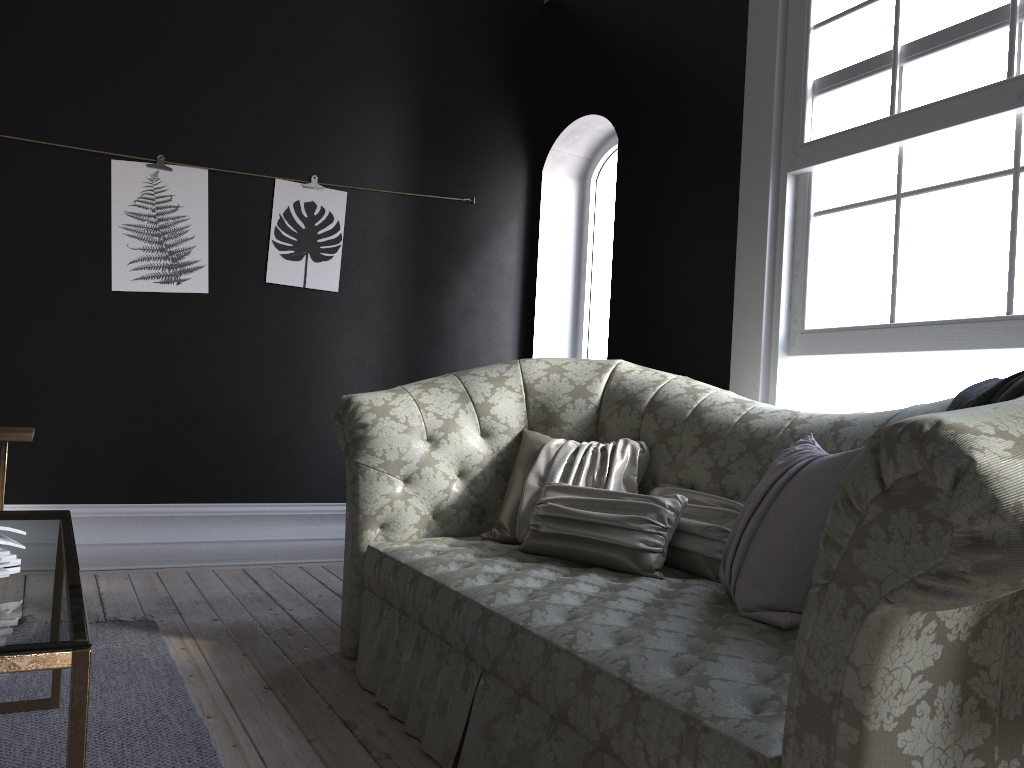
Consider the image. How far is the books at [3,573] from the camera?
1.46m

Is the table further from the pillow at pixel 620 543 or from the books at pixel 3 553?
the pillow at pixel 620 543

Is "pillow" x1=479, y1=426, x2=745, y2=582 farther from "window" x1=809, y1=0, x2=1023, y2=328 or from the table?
the table

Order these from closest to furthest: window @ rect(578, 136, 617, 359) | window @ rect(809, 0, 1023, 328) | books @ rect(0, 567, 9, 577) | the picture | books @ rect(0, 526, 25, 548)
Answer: books @ rect(0, 567, 9, 577)
books @ rect(0, 526, 25, 548)
window @ rect(809, 0, 1023, 328)
the picture
window @ rect(578, 136, 617, 359)

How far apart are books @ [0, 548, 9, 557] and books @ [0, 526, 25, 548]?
0.1 meters

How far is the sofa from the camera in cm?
110

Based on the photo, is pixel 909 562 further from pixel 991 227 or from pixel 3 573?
pixel 991 227

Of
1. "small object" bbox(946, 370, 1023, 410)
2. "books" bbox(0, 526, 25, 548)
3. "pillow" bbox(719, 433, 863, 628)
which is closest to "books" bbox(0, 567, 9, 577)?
"books" bbox(0, 526, 25, 548)

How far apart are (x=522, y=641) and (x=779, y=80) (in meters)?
2.60

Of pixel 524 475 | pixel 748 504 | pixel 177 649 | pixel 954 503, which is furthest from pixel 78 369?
pixel 954 503
